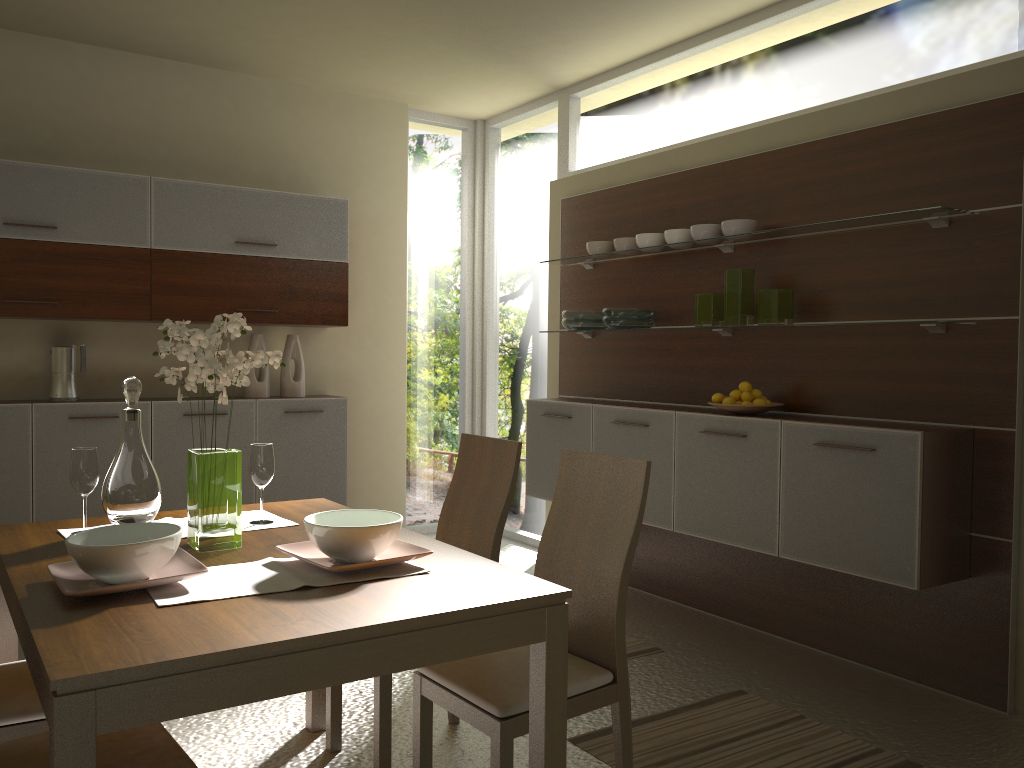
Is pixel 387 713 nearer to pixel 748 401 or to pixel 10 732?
pixel 10 732

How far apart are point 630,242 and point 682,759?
2.7 meters

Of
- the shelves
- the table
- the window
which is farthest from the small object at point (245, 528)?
the window

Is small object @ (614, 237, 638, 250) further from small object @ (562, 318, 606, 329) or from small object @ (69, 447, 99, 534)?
small object @ (69, 447, 99, 534)

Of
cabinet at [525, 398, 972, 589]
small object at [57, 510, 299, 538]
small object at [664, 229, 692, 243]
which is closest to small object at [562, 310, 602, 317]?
cabinet at [525, 398, 972, 589]

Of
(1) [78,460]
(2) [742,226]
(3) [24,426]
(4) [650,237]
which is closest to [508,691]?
(1) [78,460]

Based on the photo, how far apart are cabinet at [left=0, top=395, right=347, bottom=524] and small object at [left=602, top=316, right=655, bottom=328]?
1.8 meters

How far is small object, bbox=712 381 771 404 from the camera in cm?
394

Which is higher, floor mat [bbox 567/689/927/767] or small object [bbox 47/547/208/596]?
small object [bbox 47/547/208/596]

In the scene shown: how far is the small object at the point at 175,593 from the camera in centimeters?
183cm
